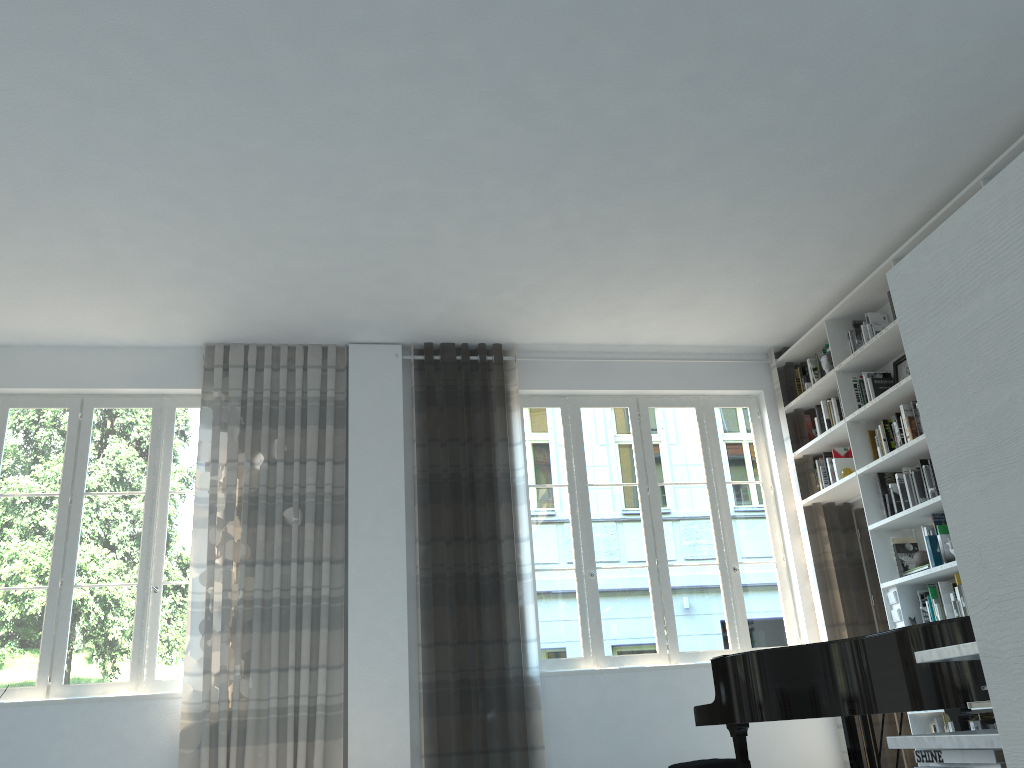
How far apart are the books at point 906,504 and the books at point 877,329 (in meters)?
1.02

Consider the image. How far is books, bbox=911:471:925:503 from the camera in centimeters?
535cm

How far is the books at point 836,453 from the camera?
6.3 meters

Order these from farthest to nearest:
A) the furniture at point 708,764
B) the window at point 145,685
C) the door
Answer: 1. the door
2. the window at point 145,685
3. the furniture at point 708,764

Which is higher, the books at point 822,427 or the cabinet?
the books at point 822,427

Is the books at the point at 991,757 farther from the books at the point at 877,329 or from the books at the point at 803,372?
the books at the point at 803,372

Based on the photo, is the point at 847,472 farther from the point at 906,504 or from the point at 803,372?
the point at 803,372

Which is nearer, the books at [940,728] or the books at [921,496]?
the books at [940,728]

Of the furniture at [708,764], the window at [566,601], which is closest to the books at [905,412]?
the window at [566,601]

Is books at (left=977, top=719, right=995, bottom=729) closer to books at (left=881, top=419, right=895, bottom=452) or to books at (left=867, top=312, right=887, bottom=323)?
books at (left=881, top=419, right=895, bottom=452)
